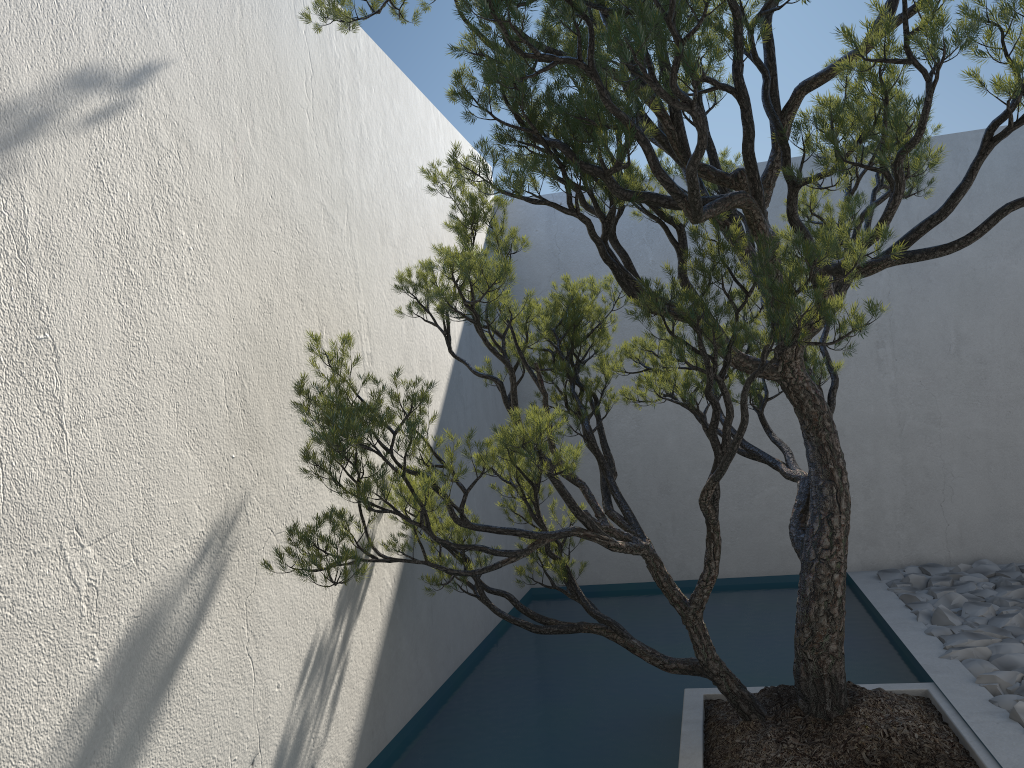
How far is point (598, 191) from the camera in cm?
619

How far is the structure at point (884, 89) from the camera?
2.2m

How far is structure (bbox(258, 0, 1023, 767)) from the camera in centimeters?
222cm

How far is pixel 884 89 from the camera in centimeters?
222cm
